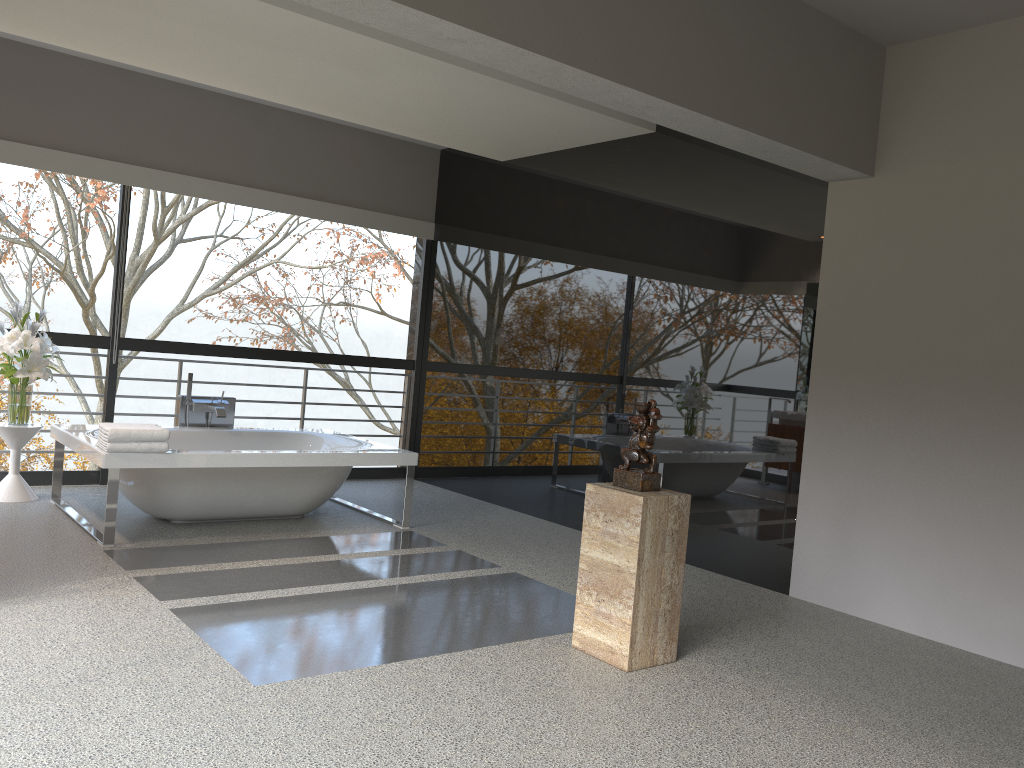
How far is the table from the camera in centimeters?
560cm

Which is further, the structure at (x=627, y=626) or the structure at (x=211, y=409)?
the structure at (x=211, y=409)

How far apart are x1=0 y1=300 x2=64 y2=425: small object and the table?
0.0 meters

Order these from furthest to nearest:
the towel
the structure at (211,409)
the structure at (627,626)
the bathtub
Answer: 1. the structure at (211,409)
2. the bathtub
3. the towel
4. the structure at (627,626)

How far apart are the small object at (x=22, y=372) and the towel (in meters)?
1.08

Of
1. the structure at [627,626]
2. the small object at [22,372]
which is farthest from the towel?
the structure at [627,626]

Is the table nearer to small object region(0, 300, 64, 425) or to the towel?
small object region(0, 300, 64, 425)

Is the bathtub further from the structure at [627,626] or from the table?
the structure at [627,626]

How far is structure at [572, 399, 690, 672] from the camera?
3.51m

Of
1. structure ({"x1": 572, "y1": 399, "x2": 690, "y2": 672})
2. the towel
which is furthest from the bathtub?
structure ({"x1": 572, "y1": 399, "x2": 690, "y2": 672})
